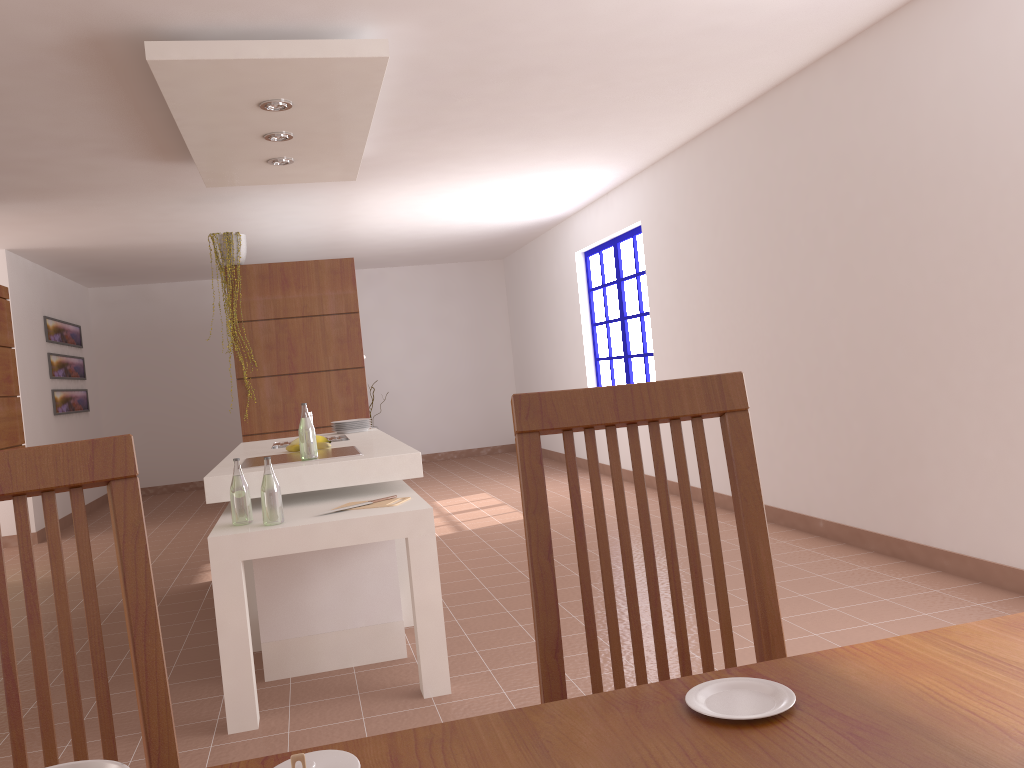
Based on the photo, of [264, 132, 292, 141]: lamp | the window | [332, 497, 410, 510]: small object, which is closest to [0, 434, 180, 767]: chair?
[332, 497, 410, 510]: small object

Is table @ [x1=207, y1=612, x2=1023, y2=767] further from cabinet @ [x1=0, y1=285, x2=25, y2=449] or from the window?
the window

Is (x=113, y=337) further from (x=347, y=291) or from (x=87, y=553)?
(x=87, y=553)

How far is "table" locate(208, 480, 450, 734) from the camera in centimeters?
288cm

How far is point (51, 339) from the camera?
8.6 meters

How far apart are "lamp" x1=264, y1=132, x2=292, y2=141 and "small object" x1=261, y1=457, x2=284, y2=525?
2.1m

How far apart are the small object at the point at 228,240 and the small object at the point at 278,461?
2.7 meters

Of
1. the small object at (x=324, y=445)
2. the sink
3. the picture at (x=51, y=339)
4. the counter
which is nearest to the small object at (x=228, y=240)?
the counter

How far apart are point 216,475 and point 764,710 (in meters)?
2.84

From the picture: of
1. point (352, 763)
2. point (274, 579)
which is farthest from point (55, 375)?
point (352, 763)
